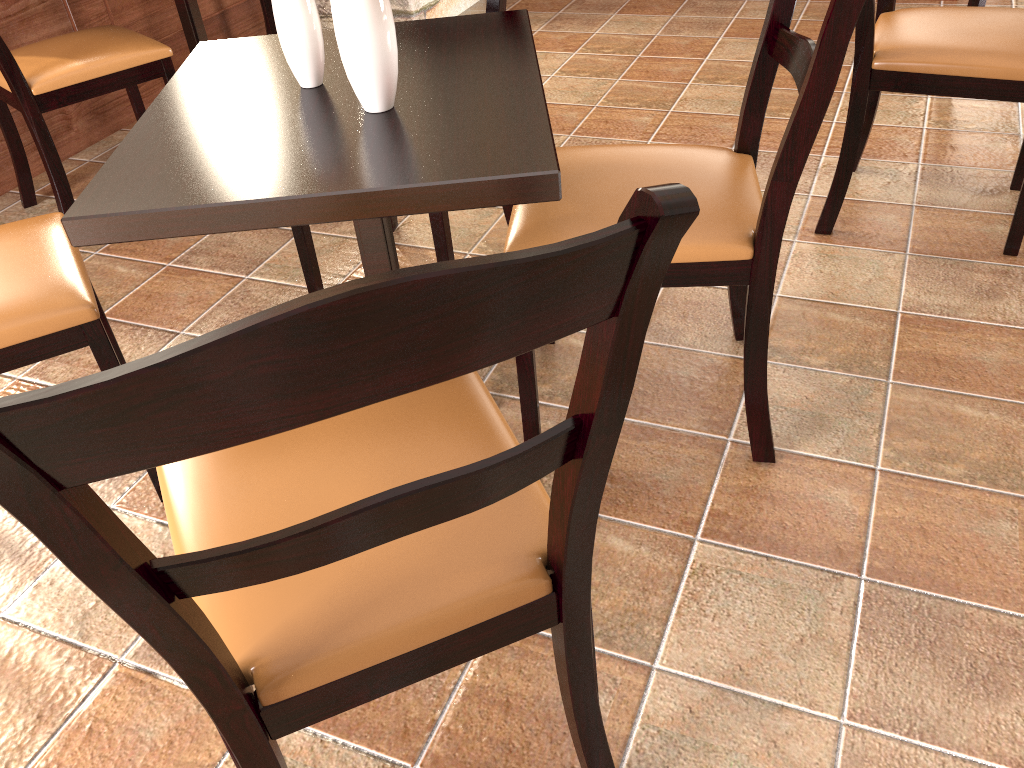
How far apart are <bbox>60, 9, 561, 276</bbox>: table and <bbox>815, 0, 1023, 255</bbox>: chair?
0.8m

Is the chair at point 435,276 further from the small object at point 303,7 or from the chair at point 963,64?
the chair at point 963,64

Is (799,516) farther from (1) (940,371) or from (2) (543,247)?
(2) (543,247)

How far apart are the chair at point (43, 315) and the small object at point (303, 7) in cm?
46

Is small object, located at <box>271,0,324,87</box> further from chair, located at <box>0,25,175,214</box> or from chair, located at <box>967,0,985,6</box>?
chair, located at <box>967,0,985,6</box>

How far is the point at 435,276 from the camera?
0.49m

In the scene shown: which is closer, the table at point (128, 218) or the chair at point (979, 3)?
the table at point (128, 218)

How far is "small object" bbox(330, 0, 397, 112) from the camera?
1.16m

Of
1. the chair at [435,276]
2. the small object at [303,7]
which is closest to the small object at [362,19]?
the small object at [303,7]

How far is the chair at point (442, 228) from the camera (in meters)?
1.80
